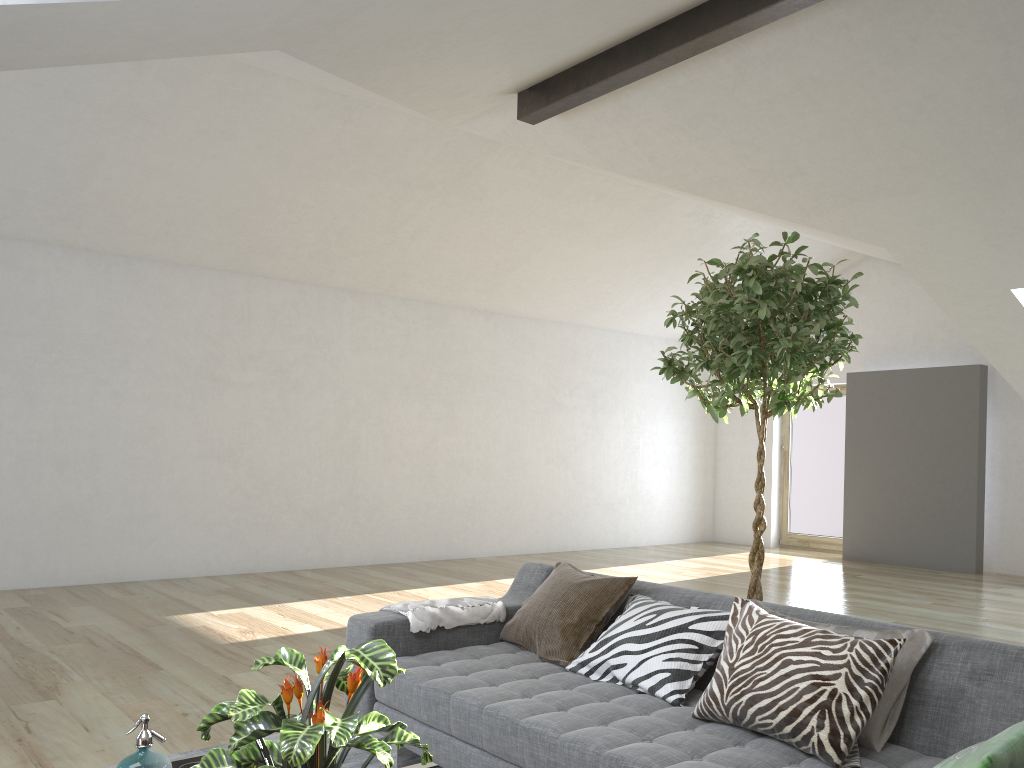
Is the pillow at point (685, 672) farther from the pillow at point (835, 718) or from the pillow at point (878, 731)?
the pillow at point (878, 731)

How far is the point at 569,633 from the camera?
3.2 meters

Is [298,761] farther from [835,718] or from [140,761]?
[835,718]

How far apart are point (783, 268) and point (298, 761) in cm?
234

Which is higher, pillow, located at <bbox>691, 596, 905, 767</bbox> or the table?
pillow, located at <bbox>691, 596, 905, 767</bbox>

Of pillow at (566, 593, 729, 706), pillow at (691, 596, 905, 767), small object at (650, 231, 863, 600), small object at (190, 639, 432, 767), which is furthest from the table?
small object at (650, 231, 863, 600)

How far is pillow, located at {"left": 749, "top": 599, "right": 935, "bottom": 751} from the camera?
2.3 meters

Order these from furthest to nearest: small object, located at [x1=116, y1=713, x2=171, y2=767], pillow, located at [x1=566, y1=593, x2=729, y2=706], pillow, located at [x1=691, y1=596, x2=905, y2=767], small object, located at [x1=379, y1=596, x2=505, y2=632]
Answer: small object, located at [x1=379, y1=596, x2=505, y2=632] < pillow, located at [x1=566, y1=593, x2=729, y2=706] < pillow, located at [x1=691, y1=596, x2=905, y2=767] < small object, located at [x1=116, y1=713, x2=171, y2=767]

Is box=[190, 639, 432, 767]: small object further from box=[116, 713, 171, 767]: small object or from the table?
the table

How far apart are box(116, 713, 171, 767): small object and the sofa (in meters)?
0.94
